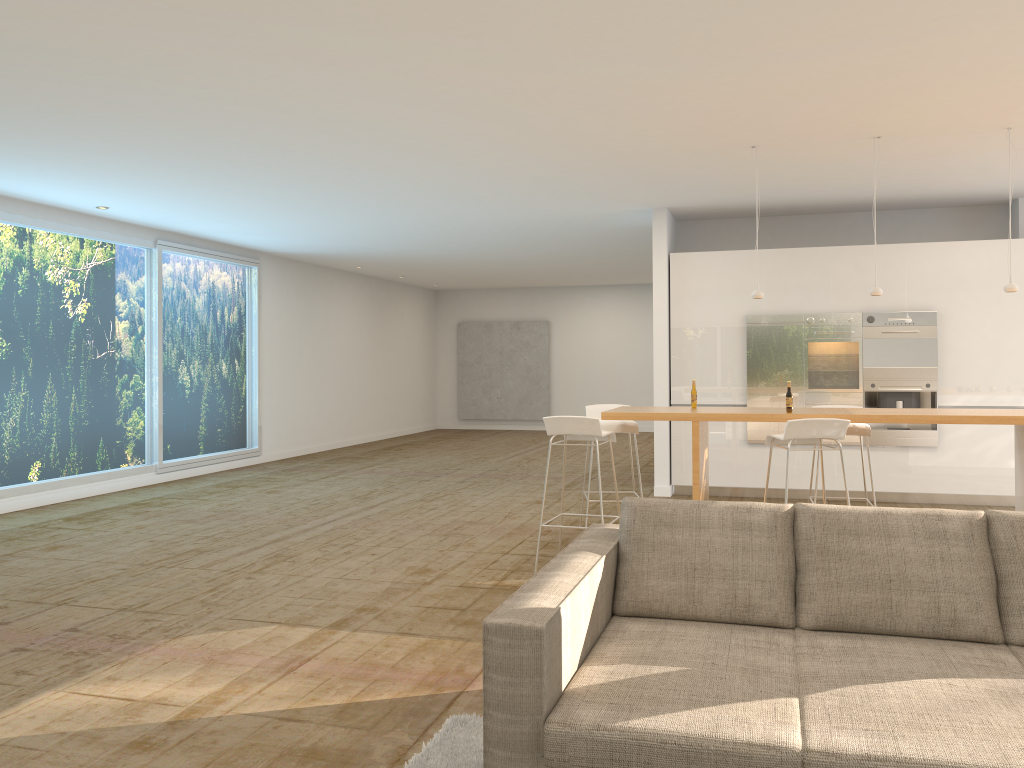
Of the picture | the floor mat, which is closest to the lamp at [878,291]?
the floor mat

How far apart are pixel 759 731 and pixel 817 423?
3.4 meters

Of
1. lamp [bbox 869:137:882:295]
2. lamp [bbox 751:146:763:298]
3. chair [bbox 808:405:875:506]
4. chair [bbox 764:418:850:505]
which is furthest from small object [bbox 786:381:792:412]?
lamp [bbox 869:137:882:295]

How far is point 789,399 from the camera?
5.8m

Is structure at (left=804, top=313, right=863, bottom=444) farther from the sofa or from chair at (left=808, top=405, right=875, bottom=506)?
the sofa

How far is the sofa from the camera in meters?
2.3 m

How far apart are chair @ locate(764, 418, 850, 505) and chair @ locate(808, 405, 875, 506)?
0.8m

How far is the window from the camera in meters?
8.7

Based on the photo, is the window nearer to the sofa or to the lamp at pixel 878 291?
the sofa

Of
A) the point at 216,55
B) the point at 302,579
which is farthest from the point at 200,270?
the point at 216,55
